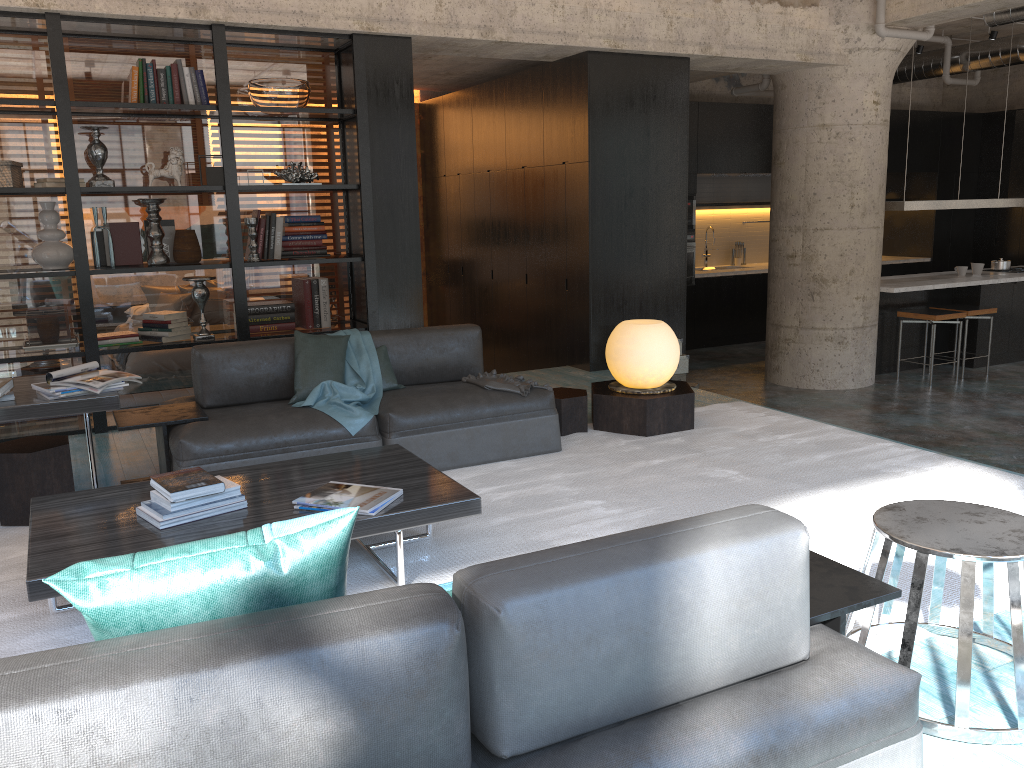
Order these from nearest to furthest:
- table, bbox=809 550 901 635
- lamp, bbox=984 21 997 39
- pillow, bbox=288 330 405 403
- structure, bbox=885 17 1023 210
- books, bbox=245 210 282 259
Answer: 1. table, bbox=809 550 901 635
2. pillow, bbox=288 330 405 403
3. books, bbox=245 210 282 259
4. structure, bbox=885 17 1023 210
5. lamp, bbox=984 21 997 39

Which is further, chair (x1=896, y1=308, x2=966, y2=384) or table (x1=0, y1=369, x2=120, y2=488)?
chair (x1=896, y1=308, x2=966, y2=384)

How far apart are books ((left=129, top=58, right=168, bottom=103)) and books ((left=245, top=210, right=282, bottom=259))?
0.9 meters

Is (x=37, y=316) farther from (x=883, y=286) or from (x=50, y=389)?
(x=883, y=286)

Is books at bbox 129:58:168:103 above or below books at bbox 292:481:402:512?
above

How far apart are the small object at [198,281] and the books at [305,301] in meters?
0.7 m

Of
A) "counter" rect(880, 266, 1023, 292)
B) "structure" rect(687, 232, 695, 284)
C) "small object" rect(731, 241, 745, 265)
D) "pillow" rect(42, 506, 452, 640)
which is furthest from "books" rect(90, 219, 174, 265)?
"small object" rect(731, 241, 745, 265)

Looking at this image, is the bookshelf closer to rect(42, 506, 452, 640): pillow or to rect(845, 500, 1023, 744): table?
rect(845, 500, 1023, 744): table

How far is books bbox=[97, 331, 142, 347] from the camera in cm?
584

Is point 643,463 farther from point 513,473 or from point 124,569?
point 124,569
